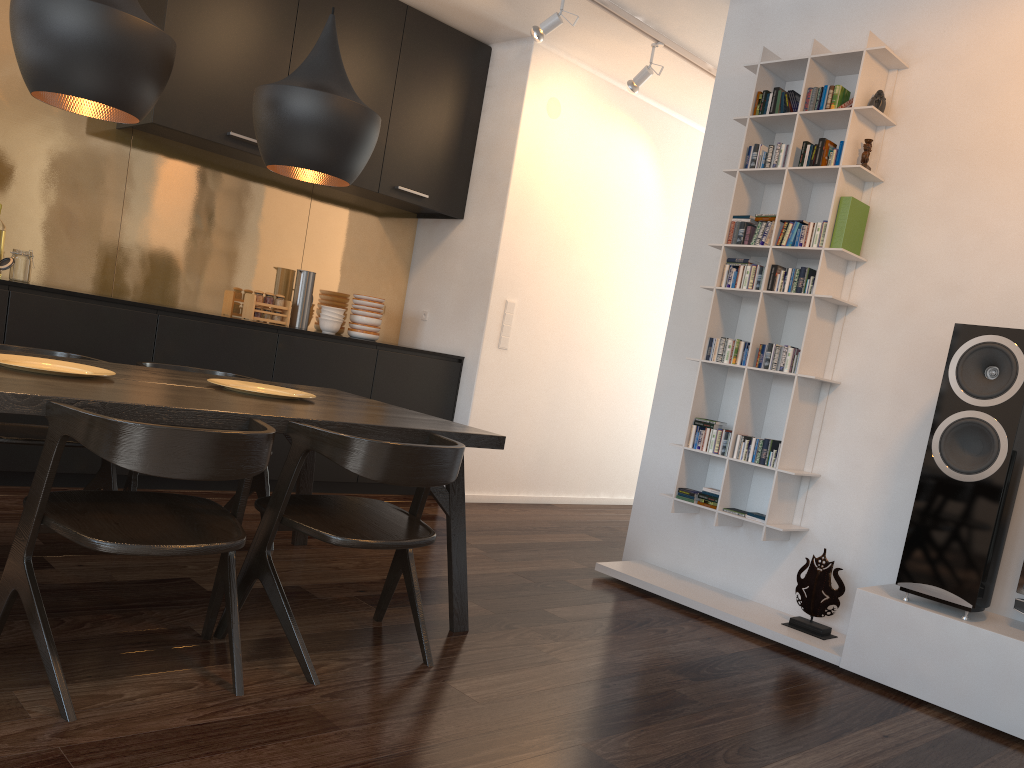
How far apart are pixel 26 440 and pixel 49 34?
1.3m

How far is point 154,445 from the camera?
1.9m

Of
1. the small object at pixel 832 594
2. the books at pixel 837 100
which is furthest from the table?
the books at pixel 837 100

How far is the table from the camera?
2.1m

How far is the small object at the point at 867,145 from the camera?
3.62m

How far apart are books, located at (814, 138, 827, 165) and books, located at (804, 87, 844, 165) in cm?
5

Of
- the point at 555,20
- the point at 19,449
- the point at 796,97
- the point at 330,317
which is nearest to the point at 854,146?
the point at 796,97

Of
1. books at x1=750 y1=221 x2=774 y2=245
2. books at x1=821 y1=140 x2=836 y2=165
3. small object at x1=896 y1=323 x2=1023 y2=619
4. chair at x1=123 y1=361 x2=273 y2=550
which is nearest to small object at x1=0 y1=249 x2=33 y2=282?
chair at x1=123 y1=361 x2=273 y2=550

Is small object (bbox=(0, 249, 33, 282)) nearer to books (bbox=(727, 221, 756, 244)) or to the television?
books (bbox=(727, 221, 756, 244))

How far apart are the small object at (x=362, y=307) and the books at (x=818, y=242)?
2.71m
